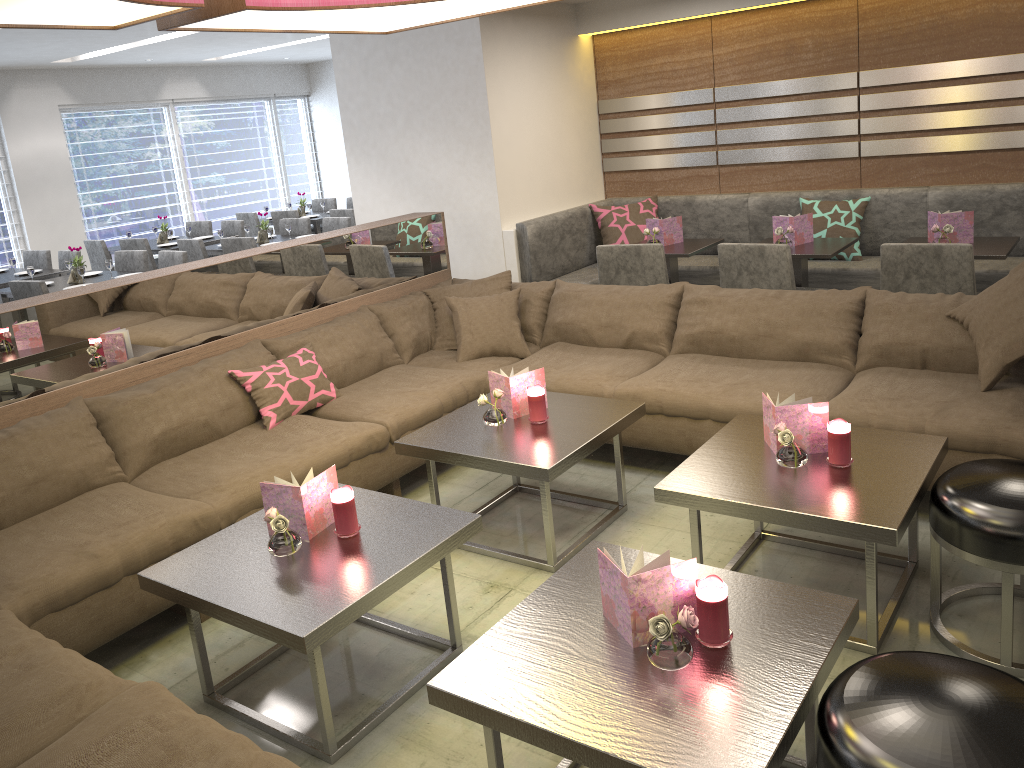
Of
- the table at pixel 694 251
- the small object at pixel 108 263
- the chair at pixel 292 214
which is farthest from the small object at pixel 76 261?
the table at pixel 694 251

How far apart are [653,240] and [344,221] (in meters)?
3.69

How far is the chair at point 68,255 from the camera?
7.5 meters

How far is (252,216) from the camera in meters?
9.6 m

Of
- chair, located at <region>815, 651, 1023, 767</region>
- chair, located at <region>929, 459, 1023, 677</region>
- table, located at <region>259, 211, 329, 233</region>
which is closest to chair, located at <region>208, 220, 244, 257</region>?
table, located at <region>259, 211, 329, 233</region>

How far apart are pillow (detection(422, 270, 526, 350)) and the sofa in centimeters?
3cm

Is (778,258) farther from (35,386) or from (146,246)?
(146,246)

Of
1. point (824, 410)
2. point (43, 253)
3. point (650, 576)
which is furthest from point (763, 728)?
point (43, 253)

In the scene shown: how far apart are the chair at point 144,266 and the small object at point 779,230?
4.9 meters

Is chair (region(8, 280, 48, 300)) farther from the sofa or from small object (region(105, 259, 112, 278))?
the sofa
